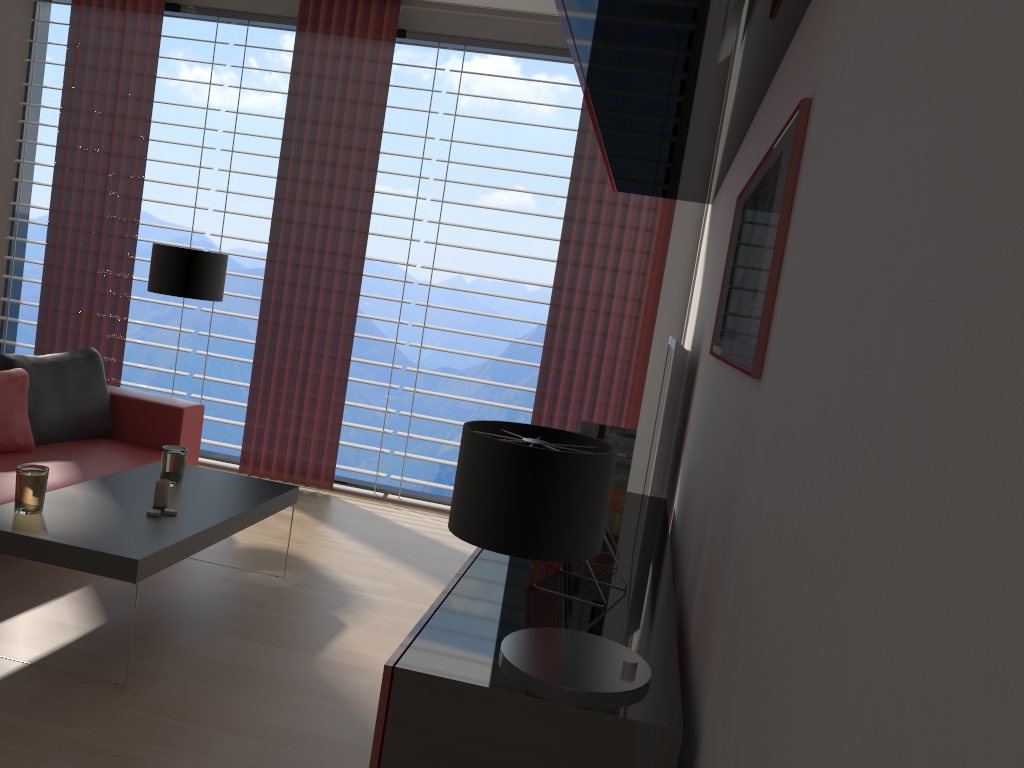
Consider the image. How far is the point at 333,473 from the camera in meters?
7.8 m

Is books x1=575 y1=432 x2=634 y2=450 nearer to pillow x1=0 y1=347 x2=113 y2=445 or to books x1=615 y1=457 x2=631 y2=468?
books x1=615 y1=457 x2=631 y2=468

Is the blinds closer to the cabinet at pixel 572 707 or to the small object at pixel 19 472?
the cabinet at pixel 572 707

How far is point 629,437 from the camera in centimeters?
388cm

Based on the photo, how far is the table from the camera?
3.84m

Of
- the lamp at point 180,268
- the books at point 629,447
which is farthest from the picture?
the lamp at point 180,268

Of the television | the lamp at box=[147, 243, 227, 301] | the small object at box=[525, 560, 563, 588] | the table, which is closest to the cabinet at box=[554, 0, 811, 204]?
the television

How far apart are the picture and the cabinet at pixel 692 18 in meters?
0.3

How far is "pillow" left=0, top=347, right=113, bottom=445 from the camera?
5.9 meters

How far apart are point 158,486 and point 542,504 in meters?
3.3 m
